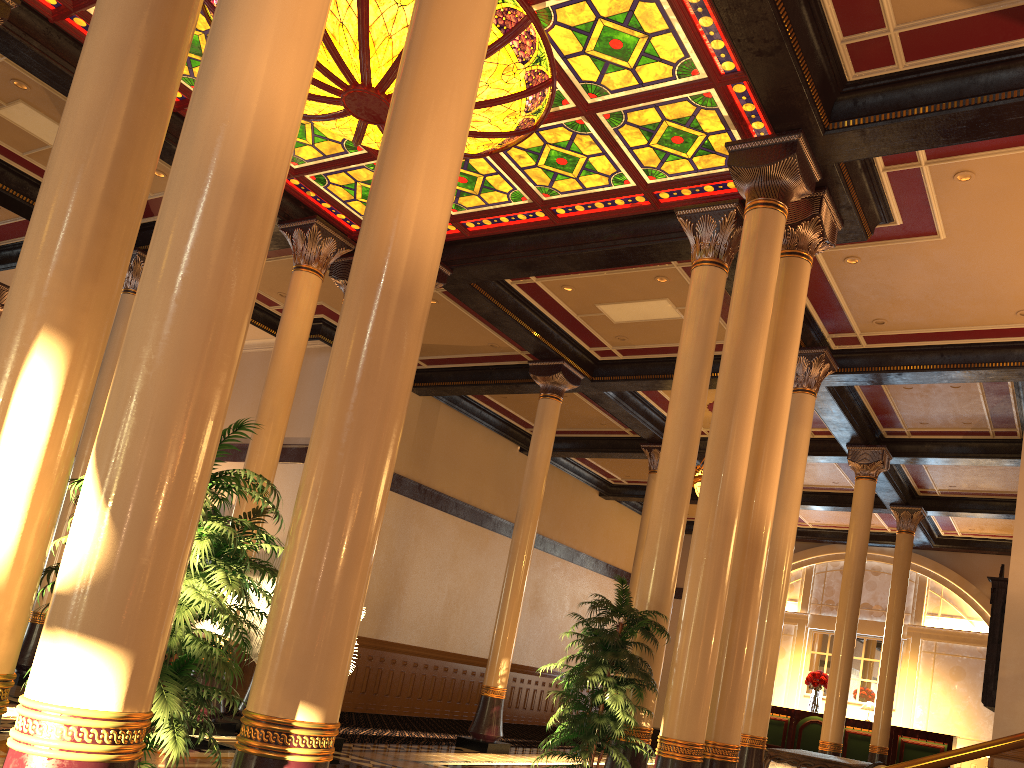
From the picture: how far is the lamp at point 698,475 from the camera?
14.24m

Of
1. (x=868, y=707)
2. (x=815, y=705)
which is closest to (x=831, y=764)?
(x=868, y=707)

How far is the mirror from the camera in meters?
10.3 m

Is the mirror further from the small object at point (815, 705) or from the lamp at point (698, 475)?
the small object at point (815, 705)

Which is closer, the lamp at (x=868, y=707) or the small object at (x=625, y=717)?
the small object at (x=625, y=717)

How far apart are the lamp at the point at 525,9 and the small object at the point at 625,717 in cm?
421

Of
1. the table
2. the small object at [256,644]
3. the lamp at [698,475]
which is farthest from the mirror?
the small object at [256,644]

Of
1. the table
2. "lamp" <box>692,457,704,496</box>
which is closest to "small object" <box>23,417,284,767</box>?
the table

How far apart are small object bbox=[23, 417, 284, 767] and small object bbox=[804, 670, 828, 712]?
17.66m

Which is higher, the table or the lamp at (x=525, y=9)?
the lamp at (x=525, y=9)
